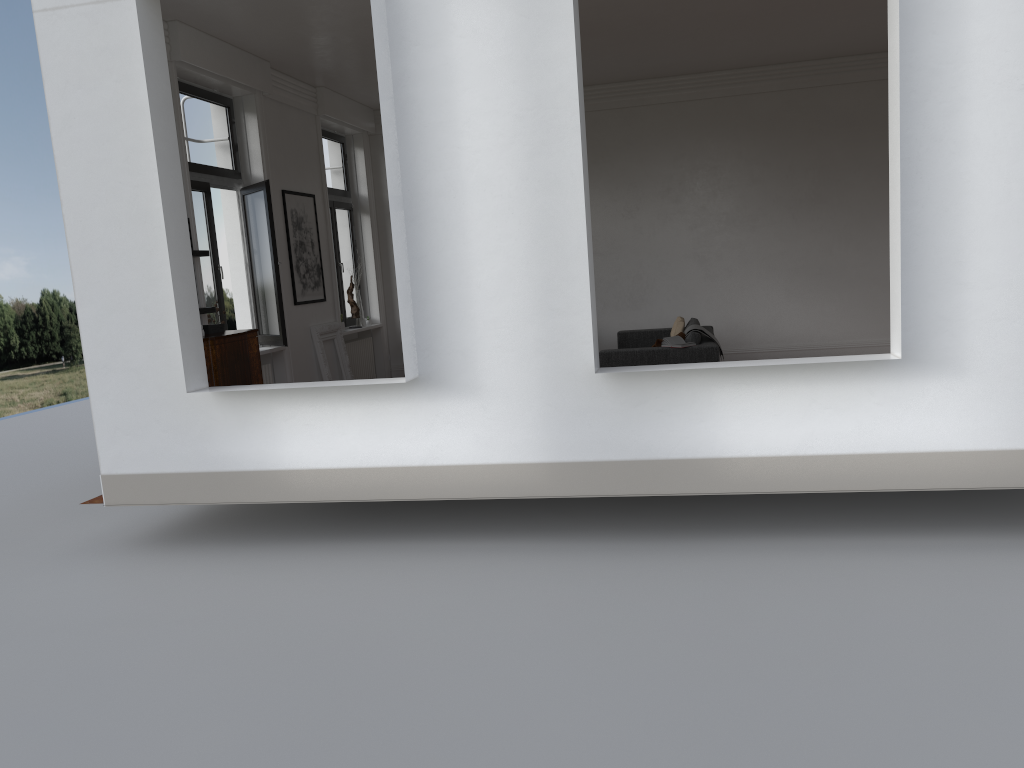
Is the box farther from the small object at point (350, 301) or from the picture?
the small object at point (350, 301)

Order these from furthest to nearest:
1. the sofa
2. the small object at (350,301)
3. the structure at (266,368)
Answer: the small object at (350,301) → the structure at (266,368) → the sofa

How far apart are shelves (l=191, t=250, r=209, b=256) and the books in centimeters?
464cm

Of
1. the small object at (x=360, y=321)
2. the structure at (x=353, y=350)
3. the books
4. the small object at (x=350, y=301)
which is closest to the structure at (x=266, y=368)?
the structure at (x=353, y=350)

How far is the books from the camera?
9.2 meters

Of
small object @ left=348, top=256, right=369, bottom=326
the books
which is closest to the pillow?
the books

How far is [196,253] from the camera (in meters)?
8.07

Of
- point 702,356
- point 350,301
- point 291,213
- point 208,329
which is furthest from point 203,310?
point 702,356

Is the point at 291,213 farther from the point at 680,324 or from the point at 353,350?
the point at 680,324

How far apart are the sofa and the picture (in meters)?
3.70
